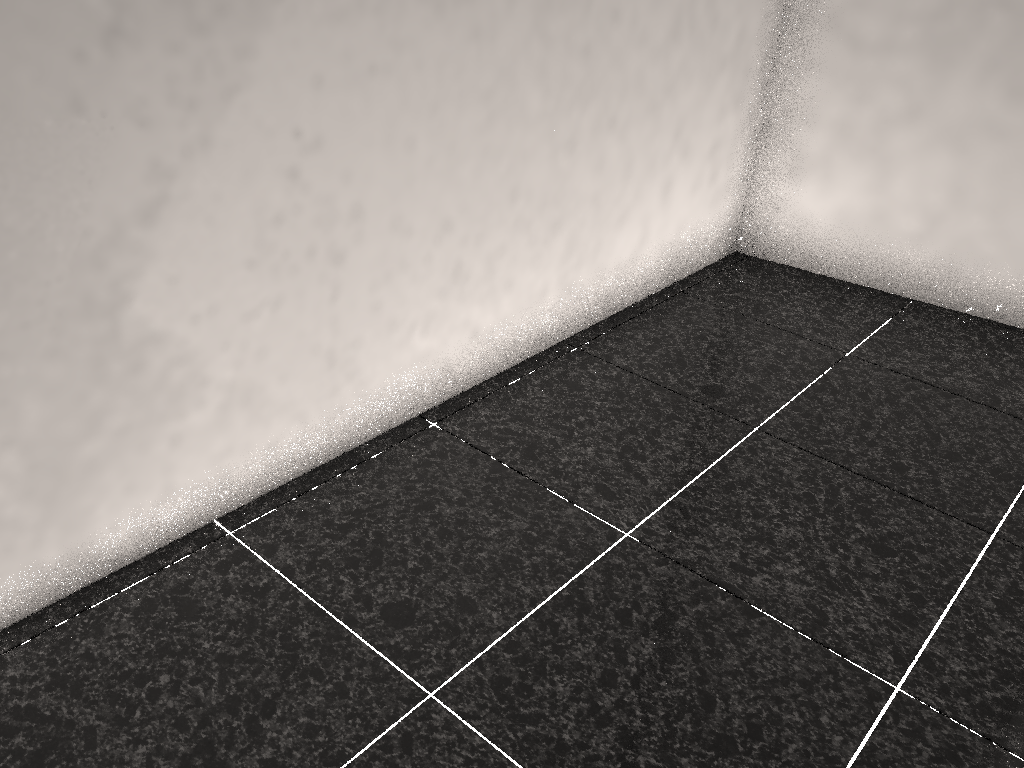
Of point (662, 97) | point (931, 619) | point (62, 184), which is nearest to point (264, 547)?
point (62, 184)

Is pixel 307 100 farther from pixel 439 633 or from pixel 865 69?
pixel 865 69
